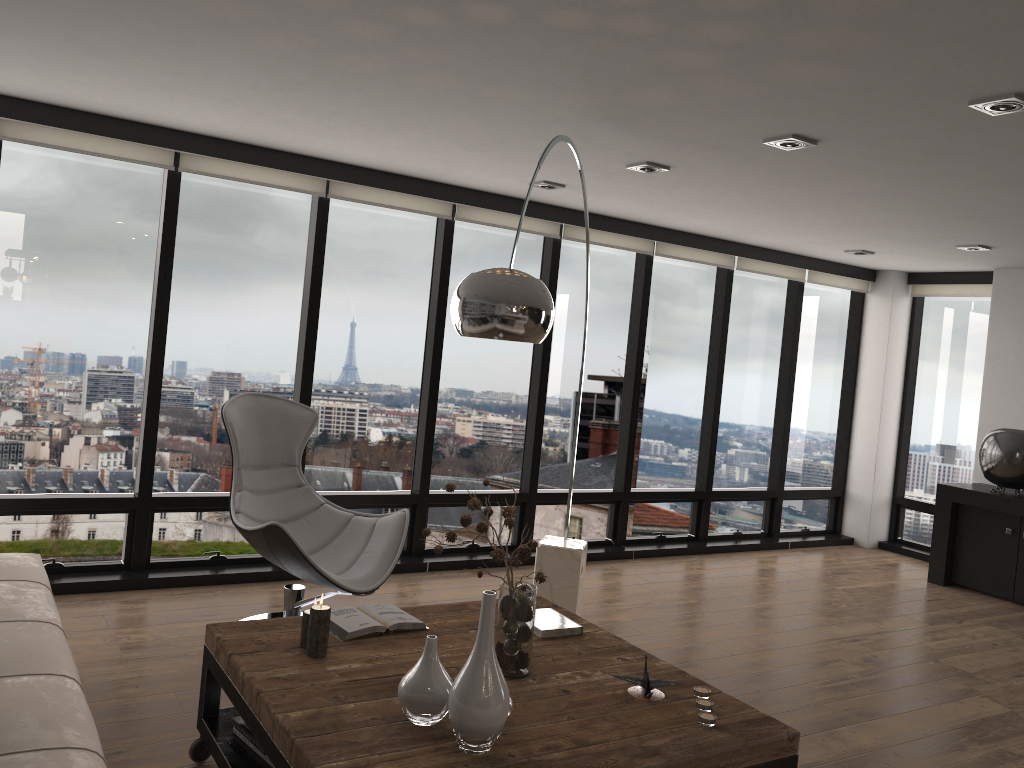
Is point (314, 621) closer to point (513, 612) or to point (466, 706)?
point (513, 612)

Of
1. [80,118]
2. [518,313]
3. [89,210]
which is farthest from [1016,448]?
[80,118]

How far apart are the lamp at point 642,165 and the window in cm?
158

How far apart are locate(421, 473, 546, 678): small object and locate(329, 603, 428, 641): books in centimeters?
34cm

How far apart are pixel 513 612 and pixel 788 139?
2.2m

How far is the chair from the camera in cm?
385

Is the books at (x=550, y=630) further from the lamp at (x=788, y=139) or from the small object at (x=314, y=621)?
the lamp at (x=788, y=139)

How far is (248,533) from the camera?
3.85m

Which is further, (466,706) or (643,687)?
(643,687)

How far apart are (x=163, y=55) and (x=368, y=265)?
2.3 meters
